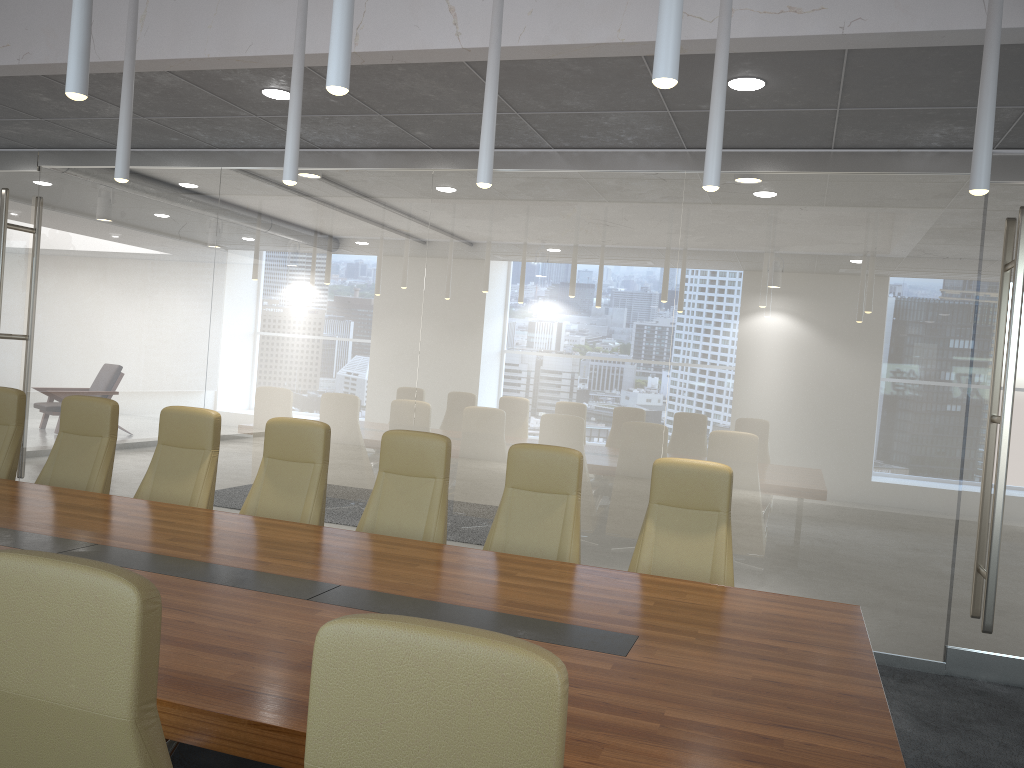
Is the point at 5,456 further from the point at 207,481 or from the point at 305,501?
the point at 305,501

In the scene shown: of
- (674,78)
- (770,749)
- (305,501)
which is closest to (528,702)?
(770,749)

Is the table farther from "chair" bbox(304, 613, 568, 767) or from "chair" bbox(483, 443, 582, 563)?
"chair" bbox(304, 613, 568, 767)

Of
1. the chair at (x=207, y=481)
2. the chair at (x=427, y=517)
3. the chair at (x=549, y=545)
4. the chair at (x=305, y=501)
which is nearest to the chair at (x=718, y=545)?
the chair at (x=549, y=545)

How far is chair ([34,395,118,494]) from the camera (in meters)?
5.83

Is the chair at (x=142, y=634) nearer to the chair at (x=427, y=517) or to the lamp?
the lamp

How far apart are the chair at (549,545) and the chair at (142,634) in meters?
2.6 m

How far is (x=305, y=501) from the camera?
5.34m

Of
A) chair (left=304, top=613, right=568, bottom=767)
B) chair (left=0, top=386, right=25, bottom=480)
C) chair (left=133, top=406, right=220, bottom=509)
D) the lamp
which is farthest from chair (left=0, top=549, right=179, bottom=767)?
chair (left=0, top=386, right=25, bottom=480)

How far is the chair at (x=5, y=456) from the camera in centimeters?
606cm
